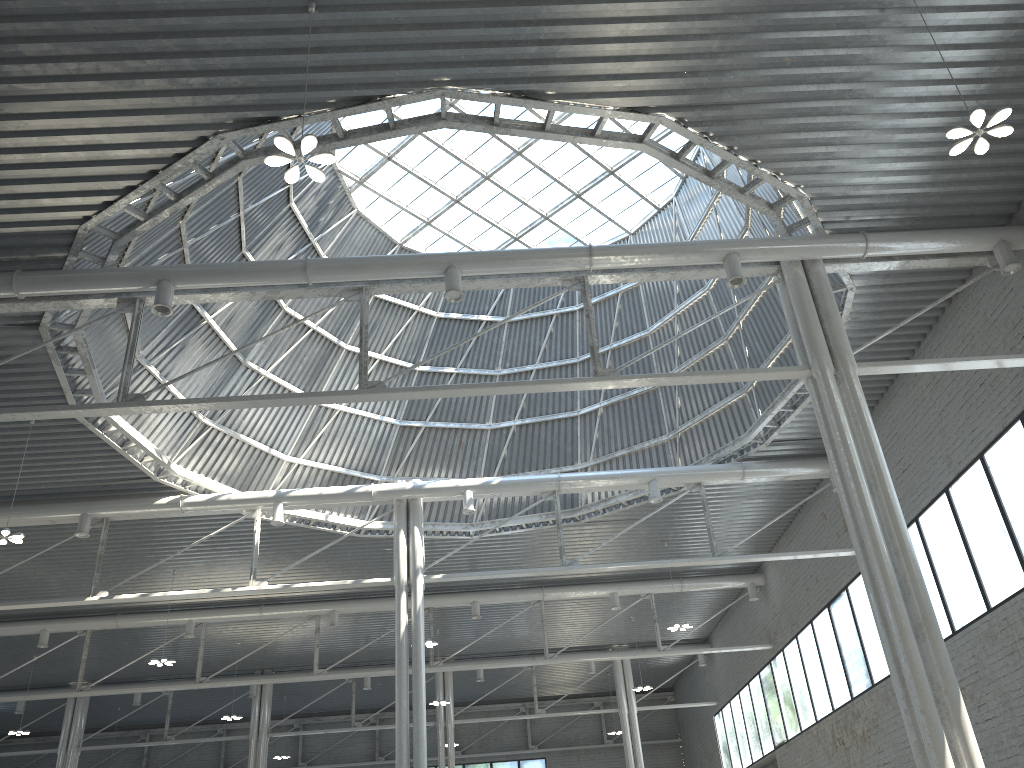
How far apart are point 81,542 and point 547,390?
24.67m
